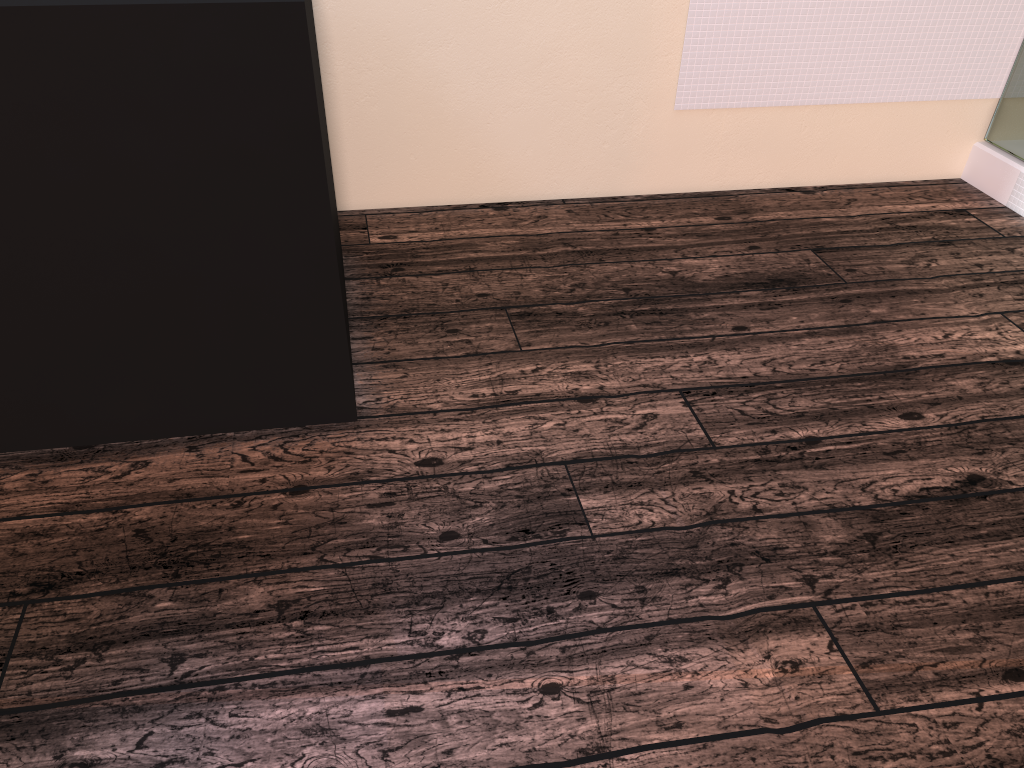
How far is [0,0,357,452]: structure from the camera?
1.3 meters

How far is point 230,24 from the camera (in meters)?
1.29

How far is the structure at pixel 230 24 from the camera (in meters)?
1.29
